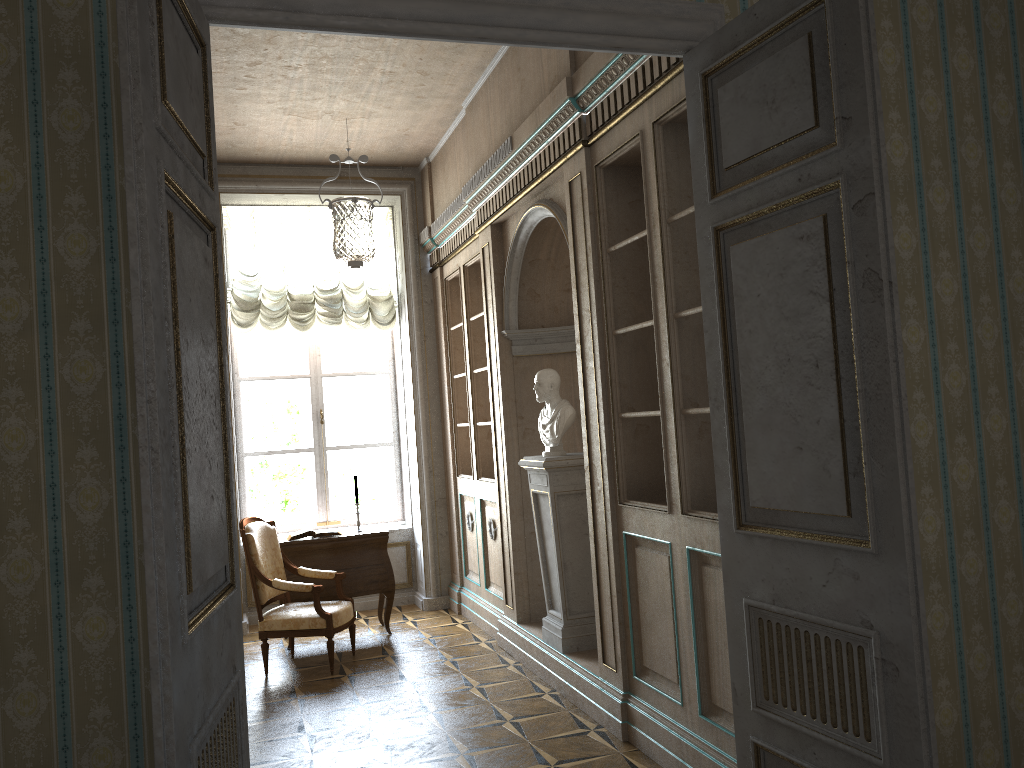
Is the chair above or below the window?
below

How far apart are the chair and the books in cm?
30

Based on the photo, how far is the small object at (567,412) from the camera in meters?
5.1

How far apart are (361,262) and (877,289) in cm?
336

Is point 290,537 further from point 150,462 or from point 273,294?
point 150,462

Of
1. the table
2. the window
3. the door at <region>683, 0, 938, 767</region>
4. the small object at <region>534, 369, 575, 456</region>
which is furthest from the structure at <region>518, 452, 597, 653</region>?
the window

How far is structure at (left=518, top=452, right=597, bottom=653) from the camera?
5.1 meters

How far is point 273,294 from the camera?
A: 7.5m

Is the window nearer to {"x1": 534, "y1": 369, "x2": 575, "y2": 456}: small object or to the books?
the books

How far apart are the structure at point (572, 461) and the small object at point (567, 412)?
0.1 meters
